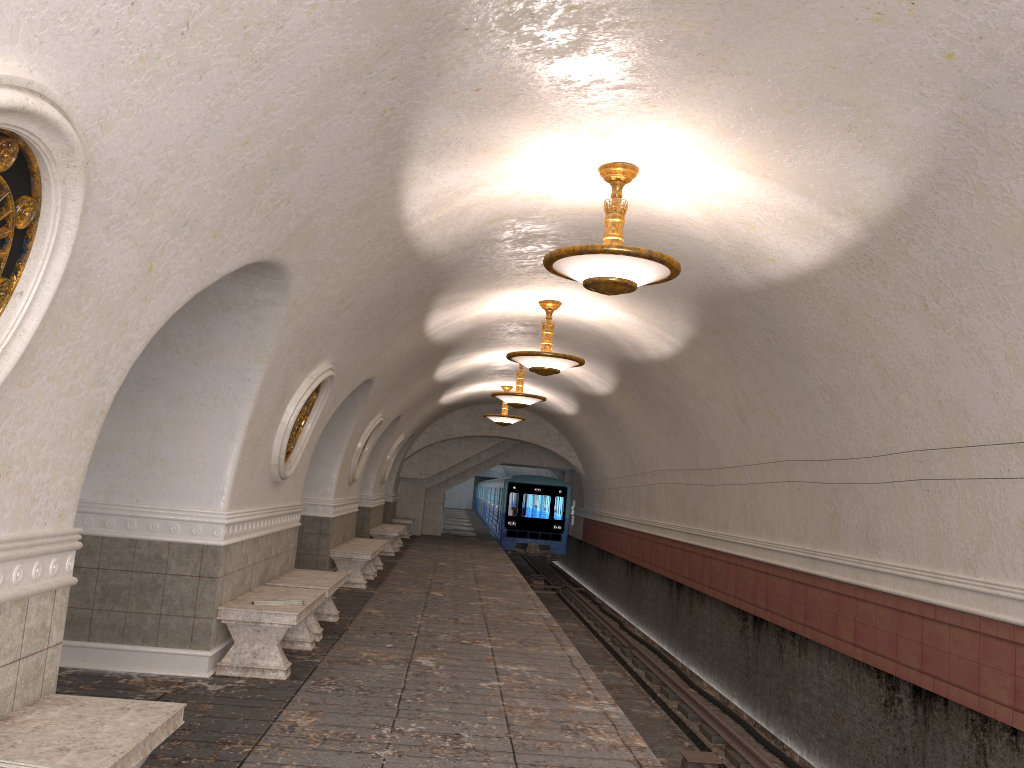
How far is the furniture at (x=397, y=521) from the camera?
24.9m

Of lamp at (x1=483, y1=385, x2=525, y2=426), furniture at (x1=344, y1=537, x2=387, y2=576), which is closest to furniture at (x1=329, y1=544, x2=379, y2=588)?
furniture at (x1=344, y1=537, x2=387, y2=576)

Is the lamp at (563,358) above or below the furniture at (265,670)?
above

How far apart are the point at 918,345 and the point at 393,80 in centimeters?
434cm

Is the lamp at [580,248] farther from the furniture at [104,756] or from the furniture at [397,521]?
the furniture at [397,521]

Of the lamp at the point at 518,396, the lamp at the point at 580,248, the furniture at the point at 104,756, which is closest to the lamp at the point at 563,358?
the lamp at the point at 580,248

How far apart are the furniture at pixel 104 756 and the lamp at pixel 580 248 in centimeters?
373cm

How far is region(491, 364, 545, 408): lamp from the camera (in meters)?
15.68

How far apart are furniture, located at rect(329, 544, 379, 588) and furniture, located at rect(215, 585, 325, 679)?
4.7m

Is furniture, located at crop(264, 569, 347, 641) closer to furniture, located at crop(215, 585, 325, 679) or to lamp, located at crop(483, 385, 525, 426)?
furniture, located at crop(215, 585, 325, 679)
